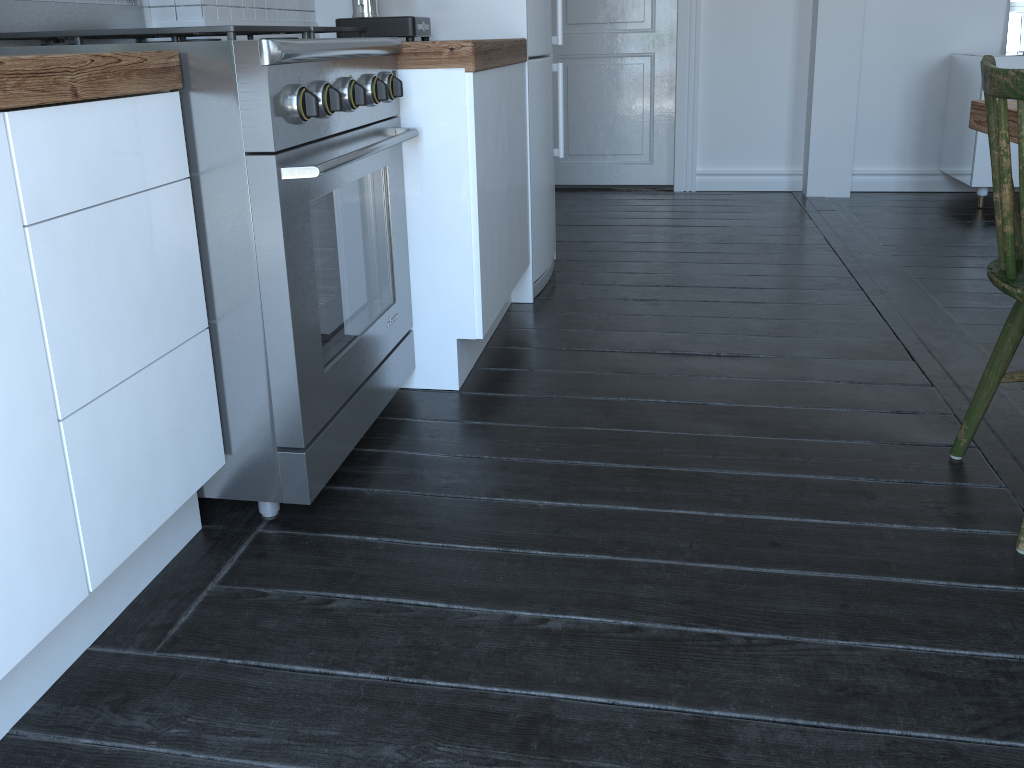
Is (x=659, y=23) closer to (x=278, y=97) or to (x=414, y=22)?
(x=414, y=22)

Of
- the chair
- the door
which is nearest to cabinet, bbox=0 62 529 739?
the chair

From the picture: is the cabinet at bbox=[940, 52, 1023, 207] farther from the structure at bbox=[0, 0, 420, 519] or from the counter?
the structure at bbox=[0, 0, 420, 519]

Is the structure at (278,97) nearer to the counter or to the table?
the counter

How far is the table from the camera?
1.70m

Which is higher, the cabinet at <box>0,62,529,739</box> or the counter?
the counter

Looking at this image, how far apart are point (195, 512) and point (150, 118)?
0.7m

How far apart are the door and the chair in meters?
3.3

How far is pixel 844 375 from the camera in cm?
233

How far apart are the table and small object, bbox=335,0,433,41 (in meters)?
1.41
